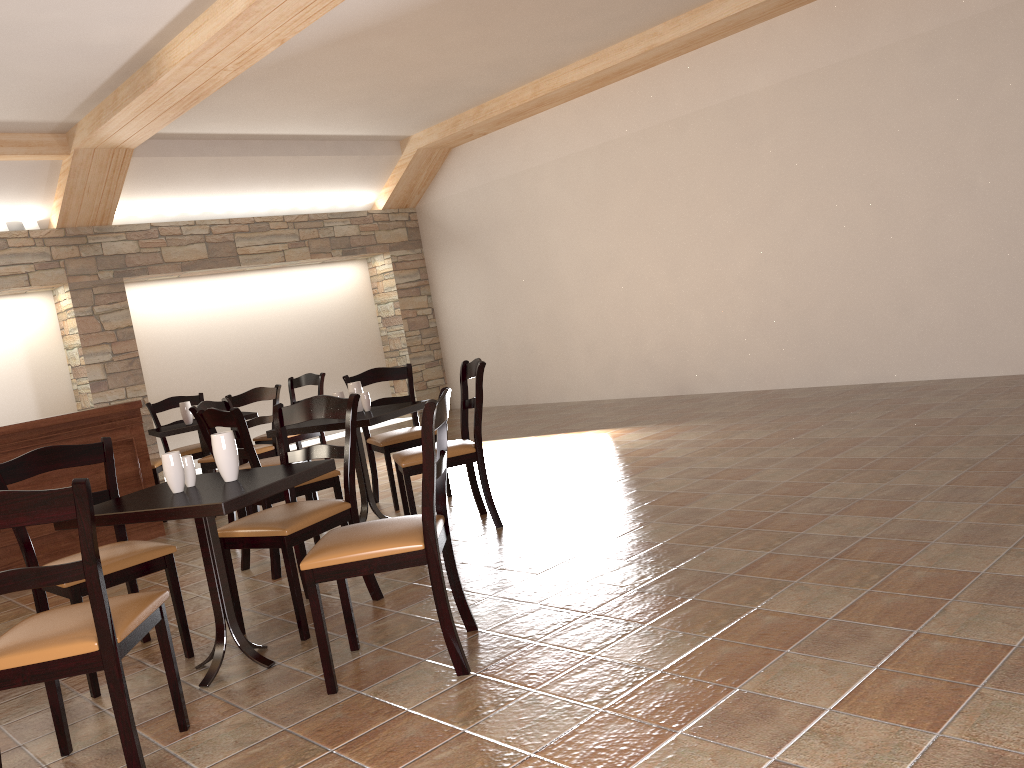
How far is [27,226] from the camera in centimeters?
805cm

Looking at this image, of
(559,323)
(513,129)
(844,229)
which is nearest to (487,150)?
(513,129)

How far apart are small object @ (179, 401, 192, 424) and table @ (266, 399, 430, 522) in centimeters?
205cm

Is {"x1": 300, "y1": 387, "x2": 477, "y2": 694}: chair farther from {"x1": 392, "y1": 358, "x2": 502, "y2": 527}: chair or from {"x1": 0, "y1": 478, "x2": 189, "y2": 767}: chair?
{"x1": 392, "y1": 358, "x2": 502, "y2": 527}: chair

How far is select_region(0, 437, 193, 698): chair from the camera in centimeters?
312cm

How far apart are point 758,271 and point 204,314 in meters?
5.8

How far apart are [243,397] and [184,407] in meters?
0.9 m

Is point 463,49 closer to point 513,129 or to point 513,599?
point 513,129

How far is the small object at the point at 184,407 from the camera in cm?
658

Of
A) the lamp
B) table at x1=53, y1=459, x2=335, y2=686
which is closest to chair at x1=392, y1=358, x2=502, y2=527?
table at x1=53, y1=459, x2=335, y2=686
